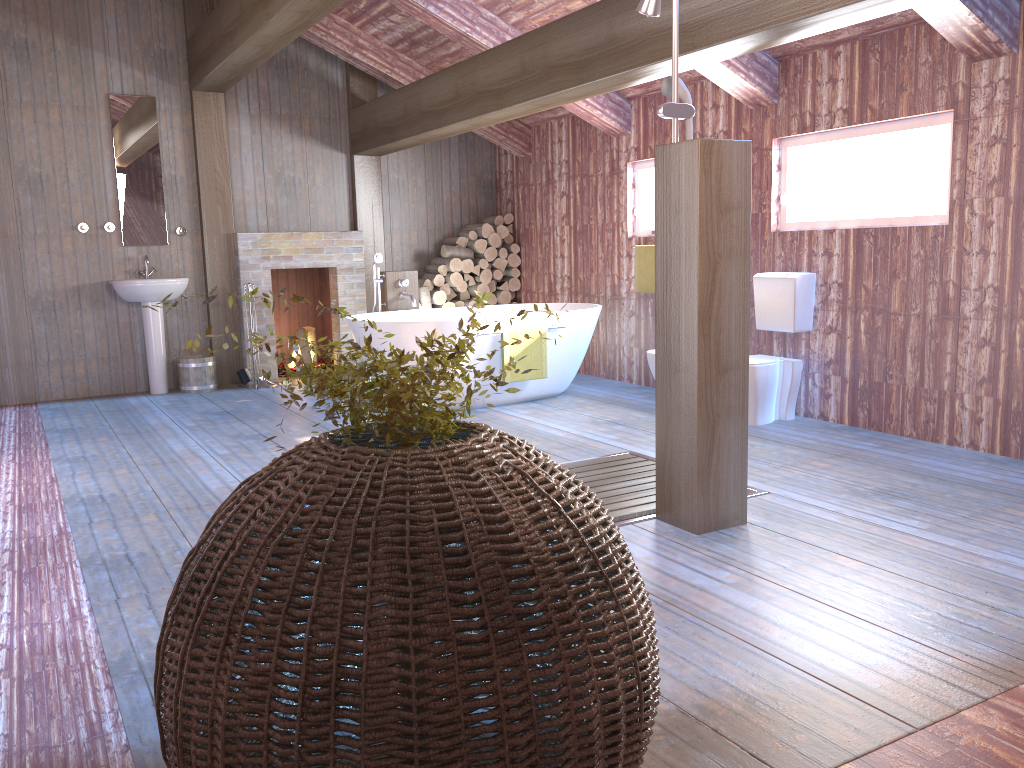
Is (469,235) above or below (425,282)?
above

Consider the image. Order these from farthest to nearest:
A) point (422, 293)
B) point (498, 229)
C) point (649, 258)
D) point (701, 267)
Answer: point (498, 229) < point (422, 293) < point (649, 258) < point (701, 267)

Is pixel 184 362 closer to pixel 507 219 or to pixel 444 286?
pixel 444 286

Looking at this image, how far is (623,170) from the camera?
7.01m

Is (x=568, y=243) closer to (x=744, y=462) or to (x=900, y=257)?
(x=900, y=257)

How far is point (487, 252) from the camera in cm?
838

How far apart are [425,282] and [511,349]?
2.4 meters

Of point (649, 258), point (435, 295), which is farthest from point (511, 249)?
point (649, 258)

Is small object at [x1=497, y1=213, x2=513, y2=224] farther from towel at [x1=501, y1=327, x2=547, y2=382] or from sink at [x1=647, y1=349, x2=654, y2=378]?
sink at [x1=647, y1=349, x2=654, y2=378]

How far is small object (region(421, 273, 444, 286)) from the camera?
8.2m
